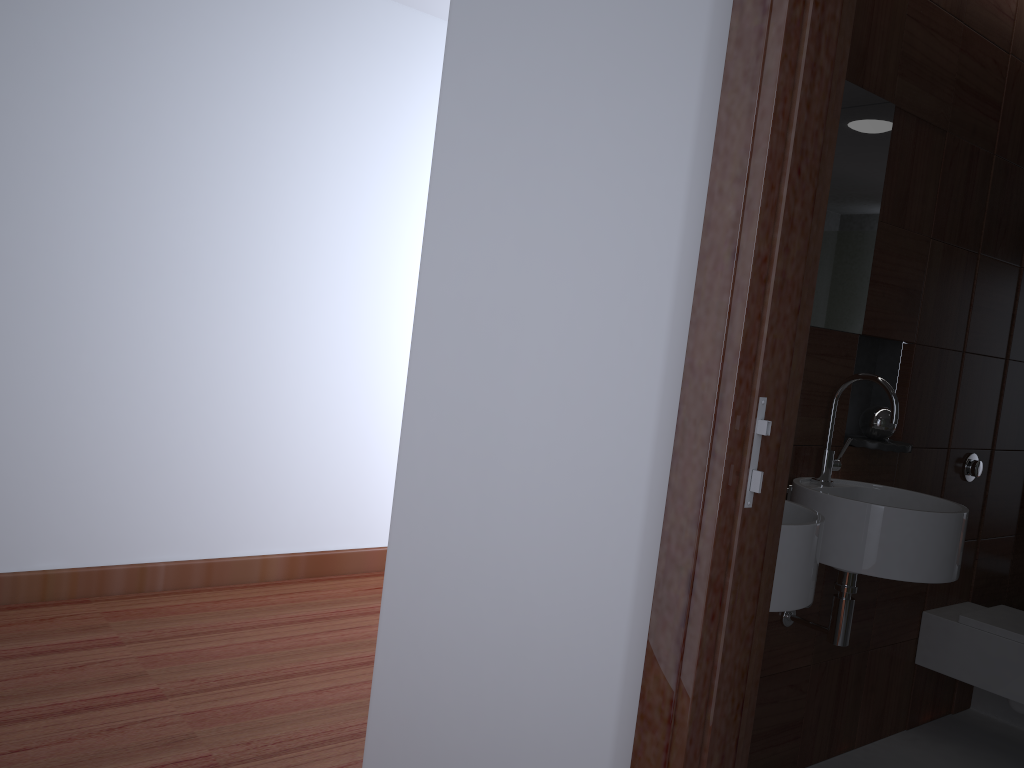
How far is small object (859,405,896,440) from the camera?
2.5 meters

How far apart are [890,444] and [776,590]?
1.0m

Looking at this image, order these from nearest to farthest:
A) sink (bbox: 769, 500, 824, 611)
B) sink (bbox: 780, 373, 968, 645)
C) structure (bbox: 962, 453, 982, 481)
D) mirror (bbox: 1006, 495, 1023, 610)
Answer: sink (bbox: 769, 500, 824, 611) → sink (bbox: 780, 373, 968, 645) → structure (bbox: 962, 453, 982, 481) → mirror (bbox: 1006, 495, 1023, 610)

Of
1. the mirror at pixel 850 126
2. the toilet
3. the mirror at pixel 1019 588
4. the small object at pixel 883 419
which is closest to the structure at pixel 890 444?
the small object at pixel 883 419

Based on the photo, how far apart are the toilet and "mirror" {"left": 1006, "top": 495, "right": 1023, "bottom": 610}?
0.3 meters

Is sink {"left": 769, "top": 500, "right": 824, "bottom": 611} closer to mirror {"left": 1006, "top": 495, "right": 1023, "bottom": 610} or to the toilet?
the toilet

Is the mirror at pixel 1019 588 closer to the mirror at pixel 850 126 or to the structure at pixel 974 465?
the structure at pixel 974 465

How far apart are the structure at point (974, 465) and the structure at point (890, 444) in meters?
0.6 m

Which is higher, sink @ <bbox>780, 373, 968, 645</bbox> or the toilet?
sink @ <bbox>780, 373, 968, 645</bbox>

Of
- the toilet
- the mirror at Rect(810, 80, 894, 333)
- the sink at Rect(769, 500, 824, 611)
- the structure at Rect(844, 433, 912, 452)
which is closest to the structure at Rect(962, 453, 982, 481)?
the toilet
